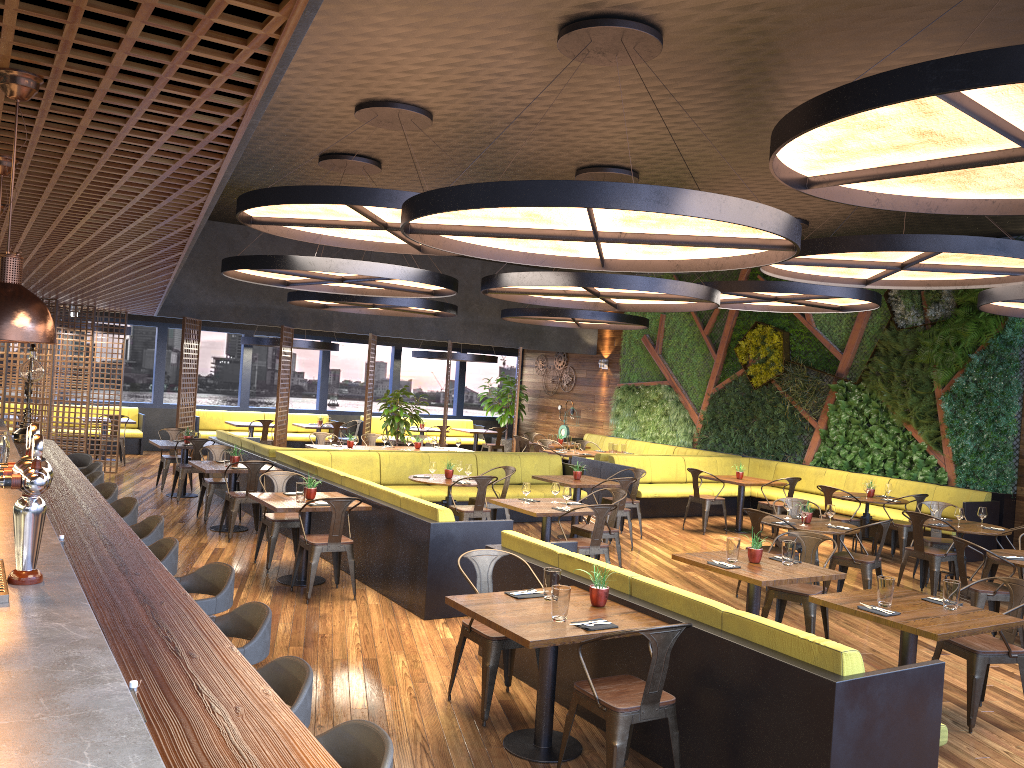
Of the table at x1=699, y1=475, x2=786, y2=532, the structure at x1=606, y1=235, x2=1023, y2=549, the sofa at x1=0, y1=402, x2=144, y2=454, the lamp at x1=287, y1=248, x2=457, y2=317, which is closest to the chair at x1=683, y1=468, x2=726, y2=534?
the table at x1=699, y1=475, x2=786, y2=532

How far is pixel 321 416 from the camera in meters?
20.2

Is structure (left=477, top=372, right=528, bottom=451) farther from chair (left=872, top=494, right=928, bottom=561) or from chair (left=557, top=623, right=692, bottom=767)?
chair (left=557, top=623, right=692, bottom=767)

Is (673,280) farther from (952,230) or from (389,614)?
(952,230)

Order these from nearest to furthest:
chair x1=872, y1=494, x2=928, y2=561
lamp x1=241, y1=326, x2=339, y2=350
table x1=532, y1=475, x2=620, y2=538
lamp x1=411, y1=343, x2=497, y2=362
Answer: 1. table x1=532, y1=475, x2=620, y2=538
2. chair x1=872, y1=494, x2=928, y2=561
3. lamp x1=241, y1=326, x2=339, y2=350
4. lamp x1=411, y1=343, x2=497, y2=362

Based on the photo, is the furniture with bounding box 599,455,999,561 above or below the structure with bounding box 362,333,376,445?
below

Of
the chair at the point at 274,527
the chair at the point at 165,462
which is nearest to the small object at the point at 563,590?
the chair at the point at 274,527

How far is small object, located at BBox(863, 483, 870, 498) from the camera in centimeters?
1160cm

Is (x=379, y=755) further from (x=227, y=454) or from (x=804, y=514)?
(x=227, y=454)

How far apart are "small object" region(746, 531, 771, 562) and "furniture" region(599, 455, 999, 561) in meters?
6.4 m
